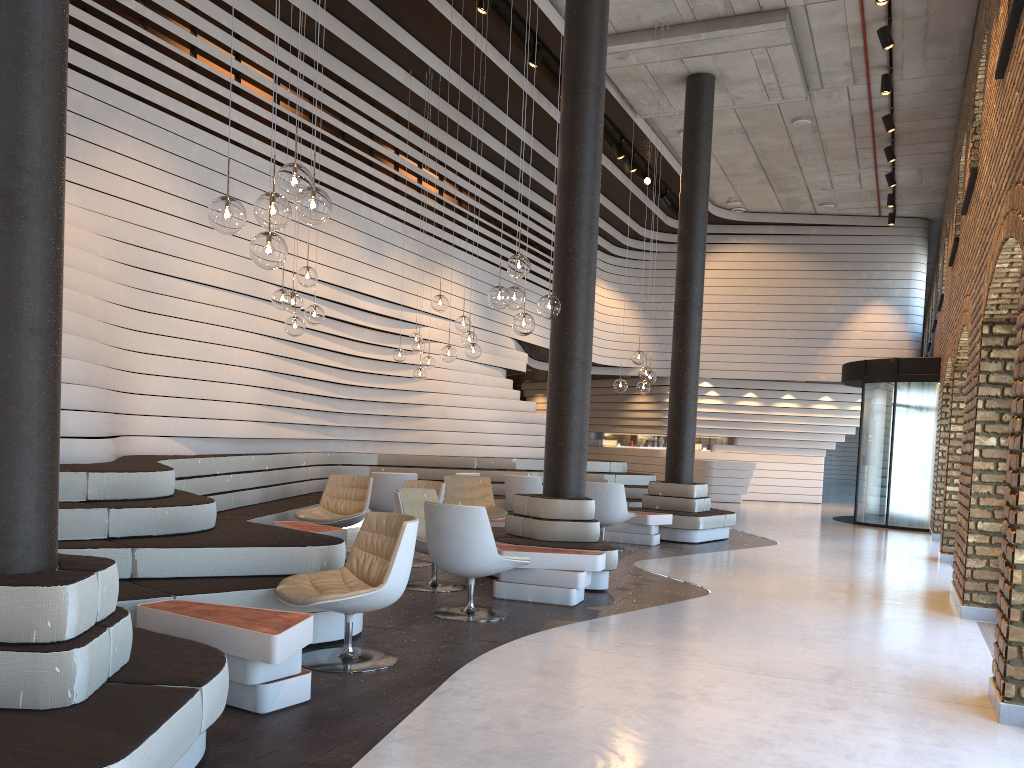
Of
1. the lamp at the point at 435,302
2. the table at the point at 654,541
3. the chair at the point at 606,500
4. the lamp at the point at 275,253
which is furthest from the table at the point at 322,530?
the table at the point at 654,541

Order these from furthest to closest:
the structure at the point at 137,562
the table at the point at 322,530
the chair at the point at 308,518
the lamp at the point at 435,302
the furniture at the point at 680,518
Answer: the furniture at the point at 680,518 → the lamp at the point at 435,302 → the chair at the point at 308,518 → the table at the point at 322,530 → the structure at the point at 137,562

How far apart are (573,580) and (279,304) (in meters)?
3.13

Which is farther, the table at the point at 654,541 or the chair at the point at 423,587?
the table at the point at 654,541

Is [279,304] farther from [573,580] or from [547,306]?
[573,580]

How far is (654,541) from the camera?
10.4m

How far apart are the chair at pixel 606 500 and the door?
6.6 meters

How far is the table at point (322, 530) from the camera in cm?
727

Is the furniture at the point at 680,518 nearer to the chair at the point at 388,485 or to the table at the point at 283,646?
the chair at the point at 388,485

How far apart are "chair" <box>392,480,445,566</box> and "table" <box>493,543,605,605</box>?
1.5m
